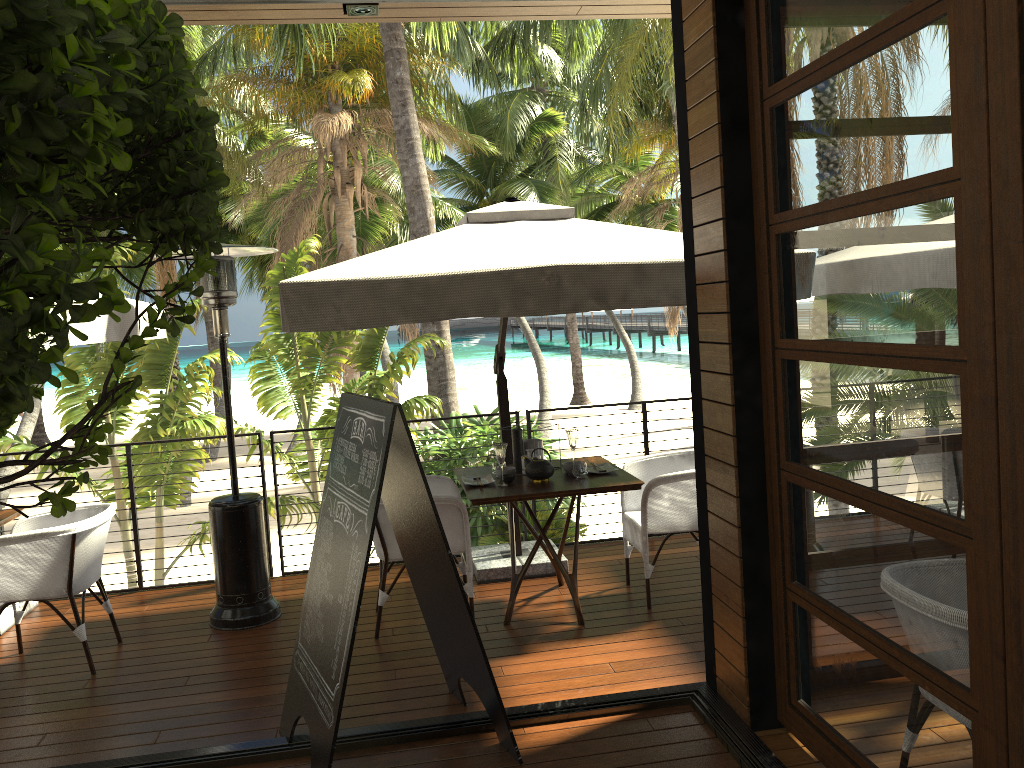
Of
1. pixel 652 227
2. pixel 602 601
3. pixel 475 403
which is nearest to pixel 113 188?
pixel 602 601

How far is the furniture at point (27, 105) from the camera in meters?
0.6 m

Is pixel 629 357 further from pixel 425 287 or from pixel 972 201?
pixel 972 201

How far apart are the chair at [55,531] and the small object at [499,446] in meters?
2.1

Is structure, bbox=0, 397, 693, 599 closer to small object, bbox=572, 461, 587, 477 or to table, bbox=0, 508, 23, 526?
table, bbox=0, 508, 23, 526

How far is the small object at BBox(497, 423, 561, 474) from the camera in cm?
518

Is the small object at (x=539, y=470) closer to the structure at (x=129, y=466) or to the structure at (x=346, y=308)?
the structure at (x=346, y=308)

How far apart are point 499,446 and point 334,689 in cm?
189

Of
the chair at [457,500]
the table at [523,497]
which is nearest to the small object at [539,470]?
the table at [523,497]

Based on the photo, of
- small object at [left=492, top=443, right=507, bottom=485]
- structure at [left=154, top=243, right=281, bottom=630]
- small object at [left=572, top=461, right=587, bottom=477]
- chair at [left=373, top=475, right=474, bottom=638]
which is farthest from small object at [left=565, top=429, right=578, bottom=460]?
structure at [left=154, top=243, right=281, bottom=630]
